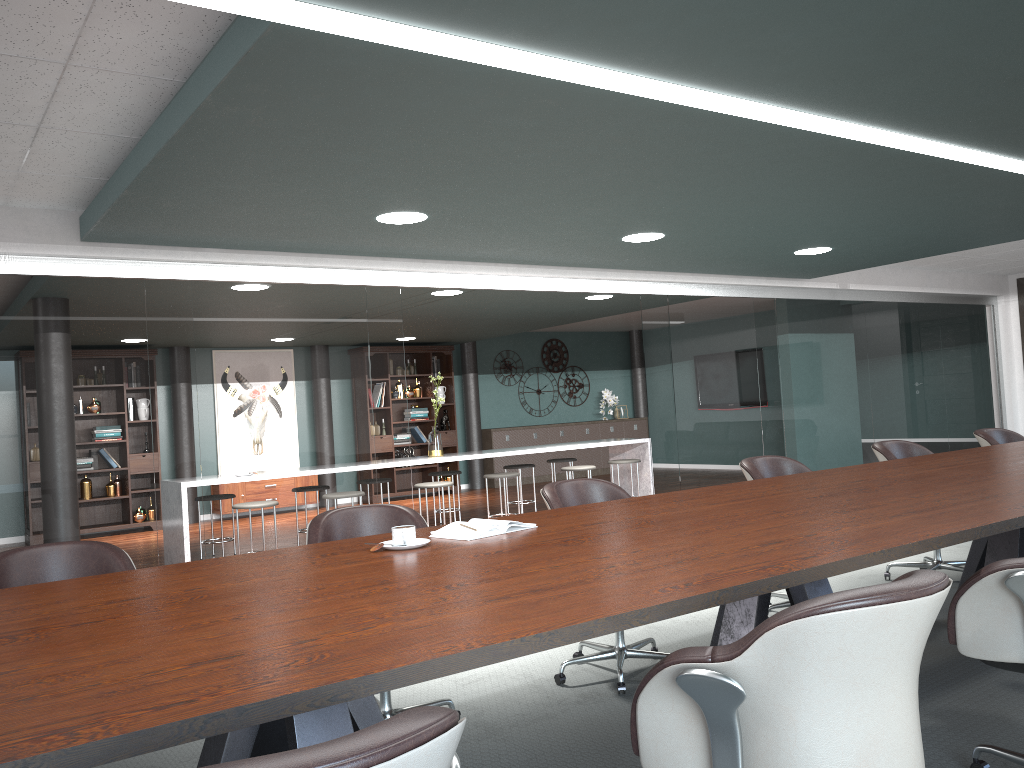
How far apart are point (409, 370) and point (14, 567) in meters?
9.2 m

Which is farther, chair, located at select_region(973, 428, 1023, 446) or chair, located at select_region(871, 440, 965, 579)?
chair, located at select_region(973, 428, 1023, 446)

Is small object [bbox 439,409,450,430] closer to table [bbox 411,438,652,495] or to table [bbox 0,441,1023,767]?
table [bbox 411,438,652,495]

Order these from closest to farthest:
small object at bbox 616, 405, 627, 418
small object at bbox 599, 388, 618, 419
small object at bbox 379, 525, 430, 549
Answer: small object at bbox 379, 525, 430, 549 → small object at bbox 599, 388, 618, 419 → small object at bbox 616, 405, 627, 418

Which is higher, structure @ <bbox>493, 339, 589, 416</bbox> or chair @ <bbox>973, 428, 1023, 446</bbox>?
structure @ <bbox>493, 339, 589, 416</bbox>

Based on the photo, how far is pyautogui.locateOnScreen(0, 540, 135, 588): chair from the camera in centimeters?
251cm

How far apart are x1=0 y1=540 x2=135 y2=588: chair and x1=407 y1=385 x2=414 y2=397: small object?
9.0 meters

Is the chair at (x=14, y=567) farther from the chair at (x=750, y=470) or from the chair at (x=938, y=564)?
the chair at (x=938, y=564)

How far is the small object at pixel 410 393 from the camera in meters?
11.6

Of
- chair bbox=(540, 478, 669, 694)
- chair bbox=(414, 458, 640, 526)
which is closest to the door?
chair bbox=(414, 458, 640, 526)
